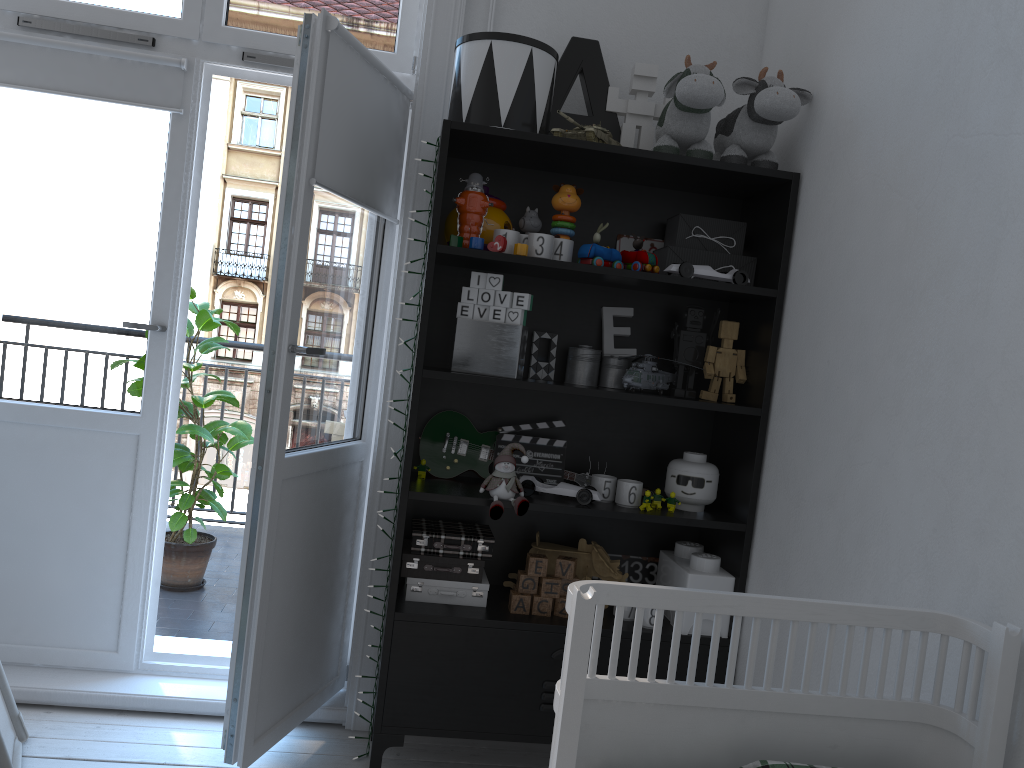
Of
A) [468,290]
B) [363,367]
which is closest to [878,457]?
[468,290]

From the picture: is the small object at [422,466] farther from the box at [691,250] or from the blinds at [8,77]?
the blinds at [8,77]

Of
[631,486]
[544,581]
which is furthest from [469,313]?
[544,581]

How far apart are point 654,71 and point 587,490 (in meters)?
1.16

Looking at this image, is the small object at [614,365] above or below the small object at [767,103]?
below

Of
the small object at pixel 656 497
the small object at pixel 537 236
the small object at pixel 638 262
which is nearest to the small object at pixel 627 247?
the small object at pixel 638 262

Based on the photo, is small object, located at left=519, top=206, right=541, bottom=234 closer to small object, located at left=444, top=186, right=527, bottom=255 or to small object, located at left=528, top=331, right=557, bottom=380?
small object, located at left=444, top=186, right=527, bottom=255

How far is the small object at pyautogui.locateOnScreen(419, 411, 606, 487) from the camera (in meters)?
2.44

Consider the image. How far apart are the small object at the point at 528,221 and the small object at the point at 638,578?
0.98m

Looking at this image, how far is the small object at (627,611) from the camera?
2.3m
